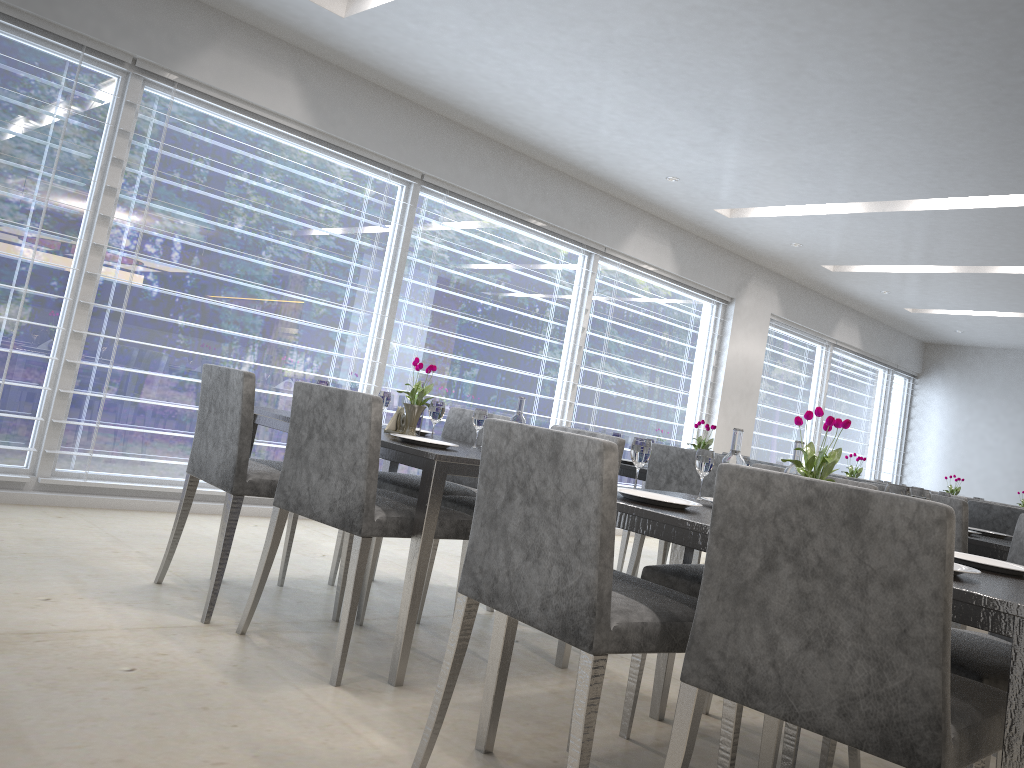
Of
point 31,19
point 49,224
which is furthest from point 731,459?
point 31,19

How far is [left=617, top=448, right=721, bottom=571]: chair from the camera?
4.5m

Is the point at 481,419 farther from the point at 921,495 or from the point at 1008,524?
the point at 1008,524

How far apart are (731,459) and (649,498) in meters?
0.2

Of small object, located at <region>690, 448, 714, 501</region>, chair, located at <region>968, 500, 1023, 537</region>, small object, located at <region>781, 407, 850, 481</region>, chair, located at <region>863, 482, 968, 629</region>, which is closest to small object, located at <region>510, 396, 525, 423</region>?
small object, located at <region>690, 448, 714, 501</region>

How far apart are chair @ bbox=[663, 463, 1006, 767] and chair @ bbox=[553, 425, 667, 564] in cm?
239

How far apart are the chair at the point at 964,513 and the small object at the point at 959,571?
1.44m

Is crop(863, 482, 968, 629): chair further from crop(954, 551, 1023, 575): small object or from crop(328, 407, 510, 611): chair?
crop(328, 407, 510, 611): chair

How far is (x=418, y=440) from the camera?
2.7 meters

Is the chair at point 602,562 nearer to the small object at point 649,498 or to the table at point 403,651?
the small object at point 649,498
